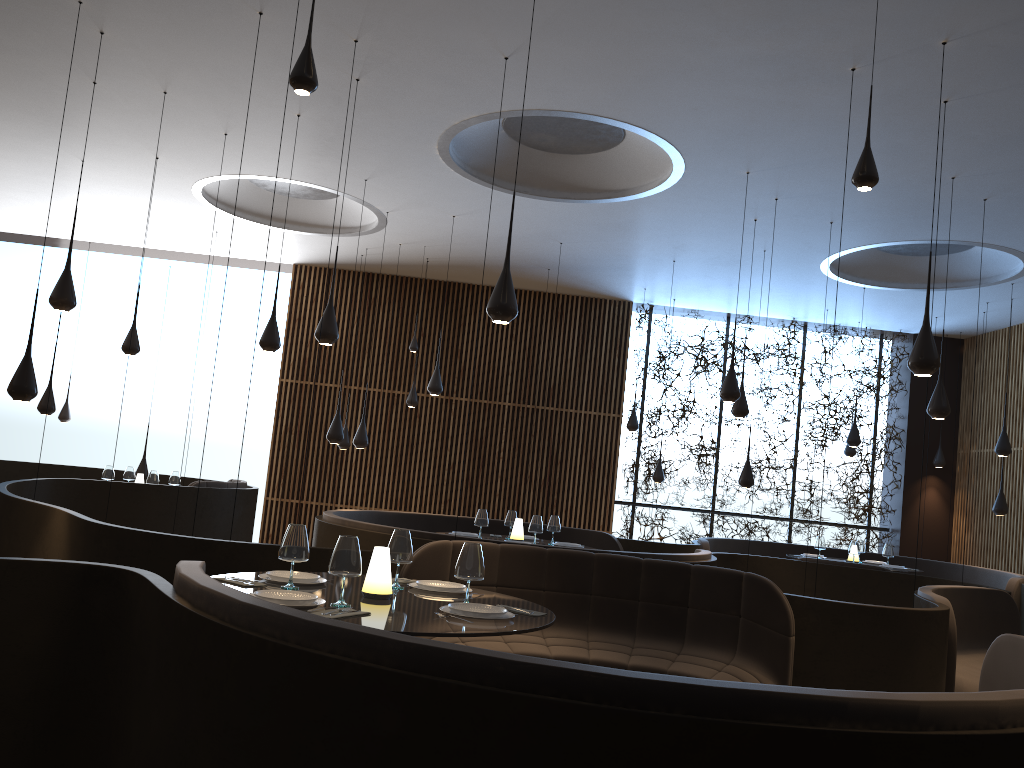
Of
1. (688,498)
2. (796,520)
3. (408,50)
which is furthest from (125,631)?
(796,520)

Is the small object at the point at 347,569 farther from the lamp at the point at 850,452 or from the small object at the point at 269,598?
the lamp at the point at 850,452

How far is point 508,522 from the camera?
9.23m

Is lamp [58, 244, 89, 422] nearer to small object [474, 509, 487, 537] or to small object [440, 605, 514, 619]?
small object [474, 509, 487, 537]

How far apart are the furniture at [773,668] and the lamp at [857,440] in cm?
717

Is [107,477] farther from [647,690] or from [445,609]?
[647,690]

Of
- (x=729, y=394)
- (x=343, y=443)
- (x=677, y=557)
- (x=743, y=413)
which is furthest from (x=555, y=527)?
(x=343, y=443)

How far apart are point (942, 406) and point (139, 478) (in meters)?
8.90

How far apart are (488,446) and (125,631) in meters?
10.8 m

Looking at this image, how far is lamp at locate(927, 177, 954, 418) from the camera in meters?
7.9 m
